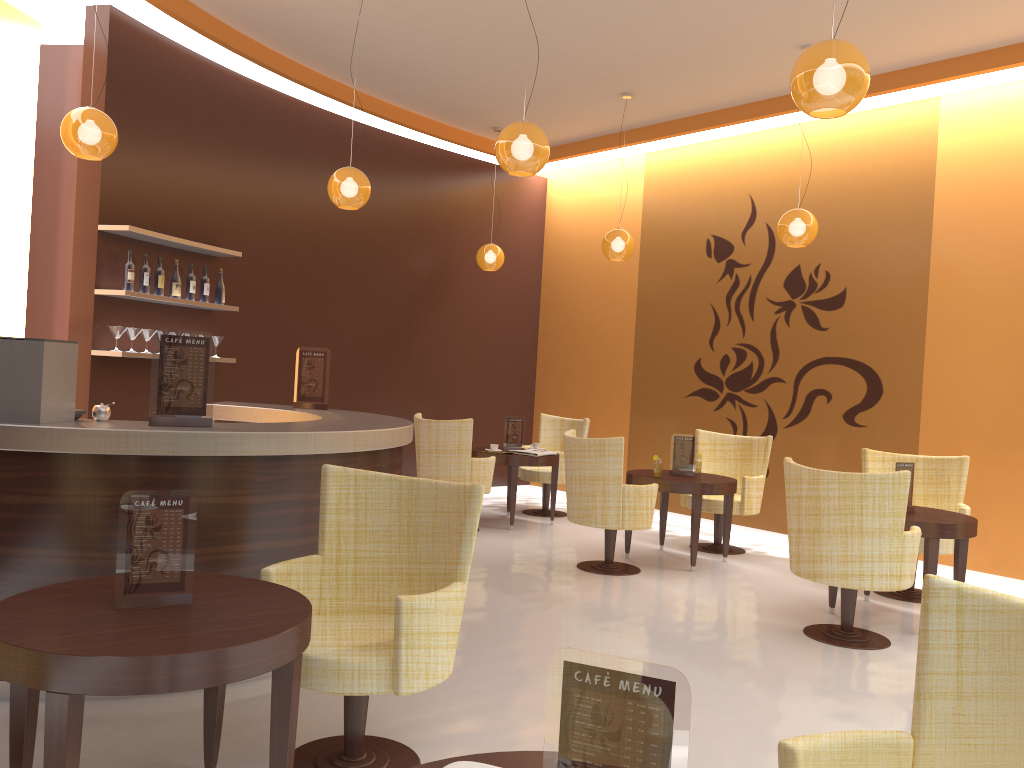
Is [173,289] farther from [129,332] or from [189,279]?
[129,332]

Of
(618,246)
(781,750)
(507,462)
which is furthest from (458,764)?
(618,246)

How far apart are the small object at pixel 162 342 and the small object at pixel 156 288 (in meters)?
3.01

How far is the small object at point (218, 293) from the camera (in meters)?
7.17

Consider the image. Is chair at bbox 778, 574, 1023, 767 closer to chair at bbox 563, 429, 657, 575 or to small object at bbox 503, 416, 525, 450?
chair at bbox 563, 429, 657, 575

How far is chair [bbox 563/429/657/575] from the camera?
6.3m

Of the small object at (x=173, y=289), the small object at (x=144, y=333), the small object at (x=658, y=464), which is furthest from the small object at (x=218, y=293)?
the small object at (x=658, y=464)

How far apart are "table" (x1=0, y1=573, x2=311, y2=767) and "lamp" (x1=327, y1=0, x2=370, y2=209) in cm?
366

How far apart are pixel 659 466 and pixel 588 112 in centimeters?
373cm

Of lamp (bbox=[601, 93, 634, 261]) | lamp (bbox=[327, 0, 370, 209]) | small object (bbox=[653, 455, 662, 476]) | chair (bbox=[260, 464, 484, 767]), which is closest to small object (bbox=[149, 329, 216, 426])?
chair (bbox=[260, 464, 484, 767])
